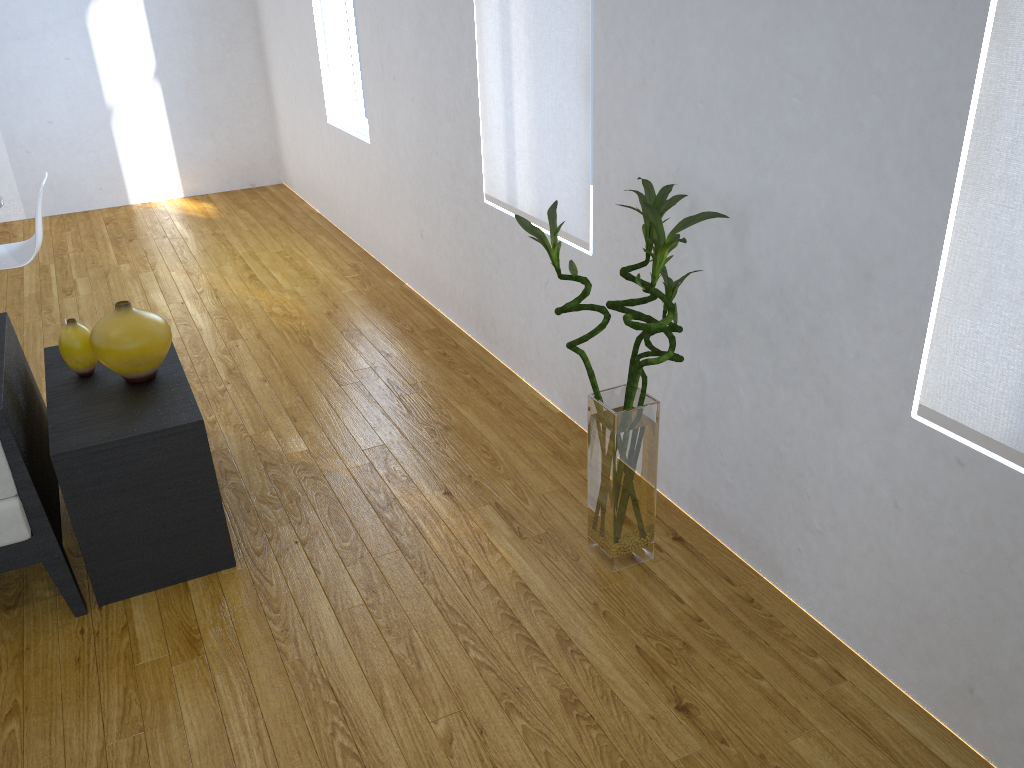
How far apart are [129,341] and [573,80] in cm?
143

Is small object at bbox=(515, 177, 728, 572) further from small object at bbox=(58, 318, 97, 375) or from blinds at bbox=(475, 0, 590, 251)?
small object at bbox=(58, 318, 97, 375)

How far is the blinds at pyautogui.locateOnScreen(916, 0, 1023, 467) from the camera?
1.4m

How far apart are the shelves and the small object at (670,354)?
0.93m

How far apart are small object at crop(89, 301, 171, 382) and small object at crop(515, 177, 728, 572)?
1.03m

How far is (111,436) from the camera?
2.1 meters

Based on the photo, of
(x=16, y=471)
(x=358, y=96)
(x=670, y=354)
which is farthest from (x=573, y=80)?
(x=358, y=96)

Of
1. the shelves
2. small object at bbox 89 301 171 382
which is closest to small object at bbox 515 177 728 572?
the shelves

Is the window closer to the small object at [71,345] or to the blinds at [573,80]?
the blinds at [573,80]

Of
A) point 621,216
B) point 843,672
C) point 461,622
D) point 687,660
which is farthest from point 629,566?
point 621,216
